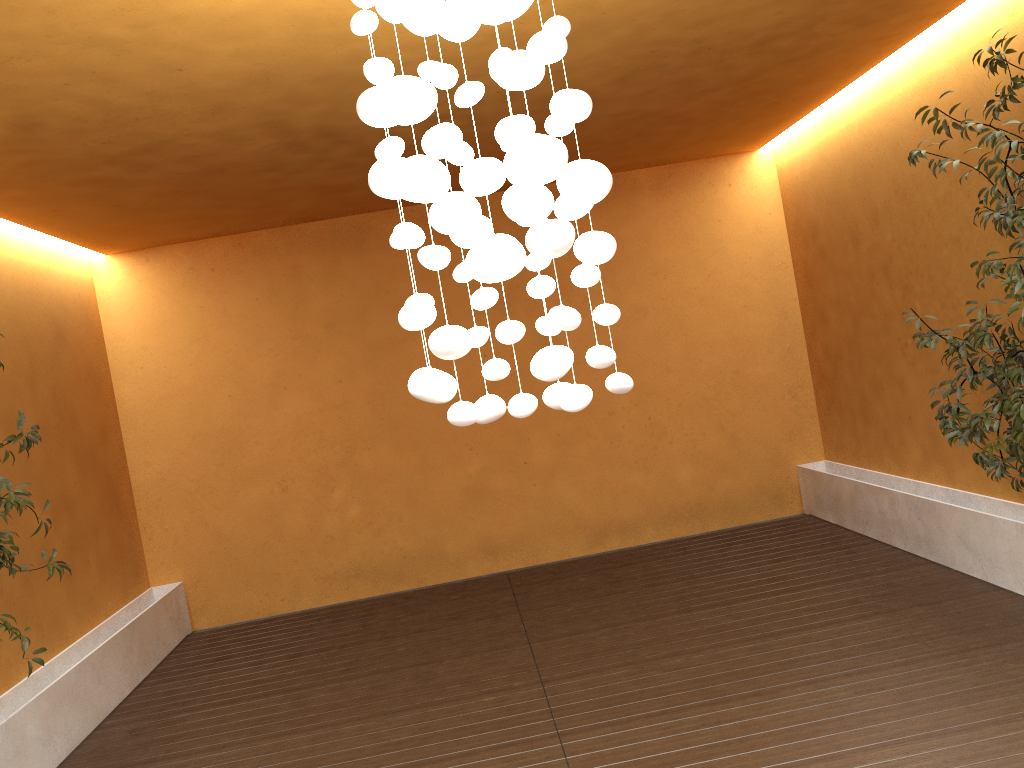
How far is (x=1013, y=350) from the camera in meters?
3.9

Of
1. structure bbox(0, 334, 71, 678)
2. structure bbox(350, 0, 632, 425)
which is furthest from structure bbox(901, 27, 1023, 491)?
structure bbox(0, 334, 71, 678)

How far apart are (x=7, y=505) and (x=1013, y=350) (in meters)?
4.62

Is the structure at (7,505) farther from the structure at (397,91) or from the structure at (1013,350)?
the structure at (1013,350)

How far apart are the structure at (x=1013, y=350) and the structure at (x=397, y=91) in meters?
2.2 m

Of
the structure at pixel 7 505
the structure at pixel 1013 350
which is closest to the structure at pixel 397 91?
the structure at pixel 1013 350

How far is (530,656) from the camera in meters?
4.9

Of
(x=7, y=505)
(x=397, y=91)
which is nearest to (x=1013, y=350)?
(x=397, y=91)

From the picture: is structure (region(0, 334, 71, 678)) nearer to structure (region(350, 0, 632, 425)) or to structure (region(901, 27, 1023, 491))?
structure (region(350, 0, 632, 425))

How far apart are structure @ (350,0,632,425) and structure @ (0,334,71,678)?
2.8 meters
